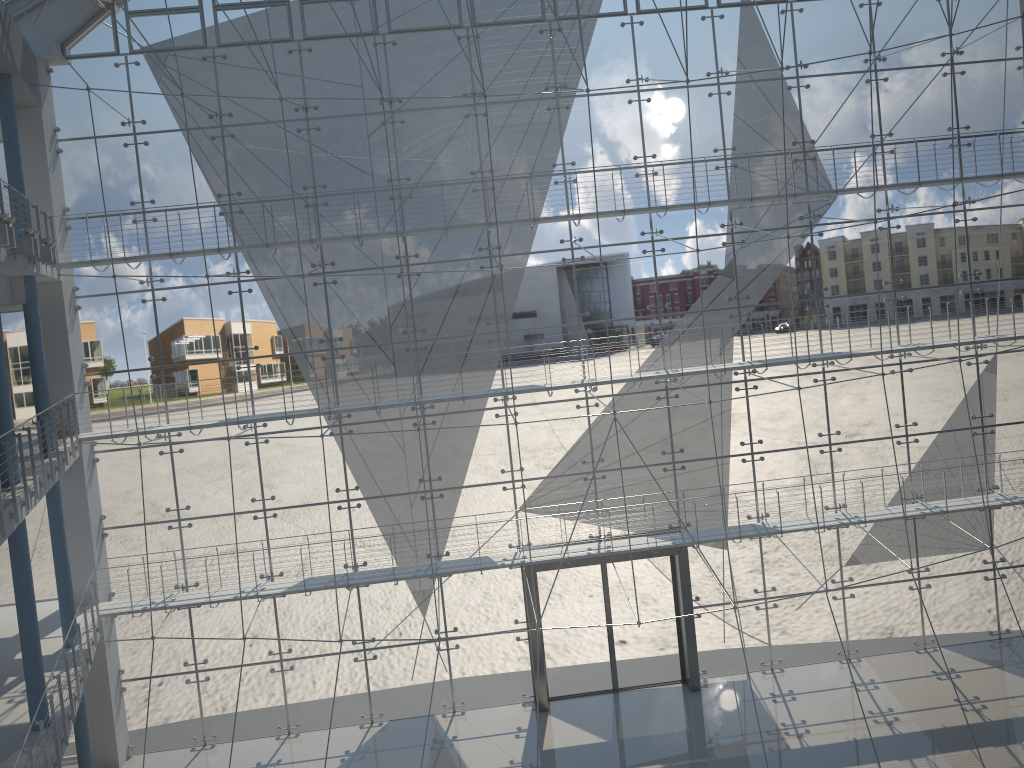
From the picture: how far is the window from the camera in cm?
274

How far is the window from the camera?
2.74m
